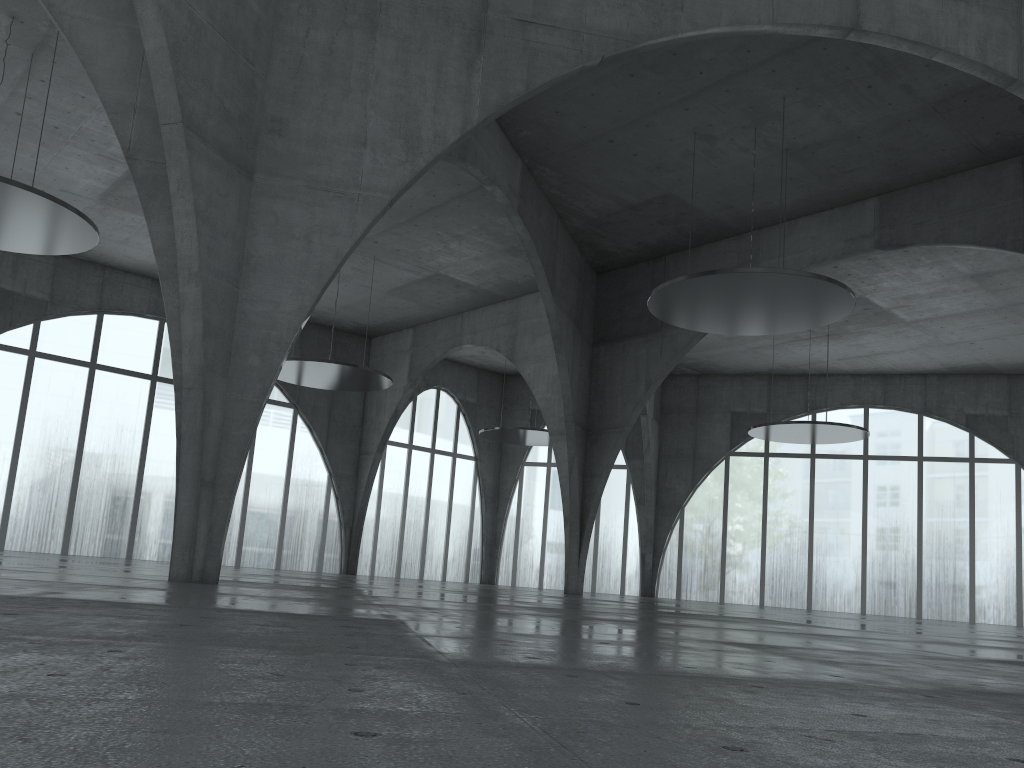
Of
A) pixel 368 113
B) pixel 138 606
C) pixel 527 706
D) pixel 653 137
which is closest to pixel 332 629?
pixel 138 606
